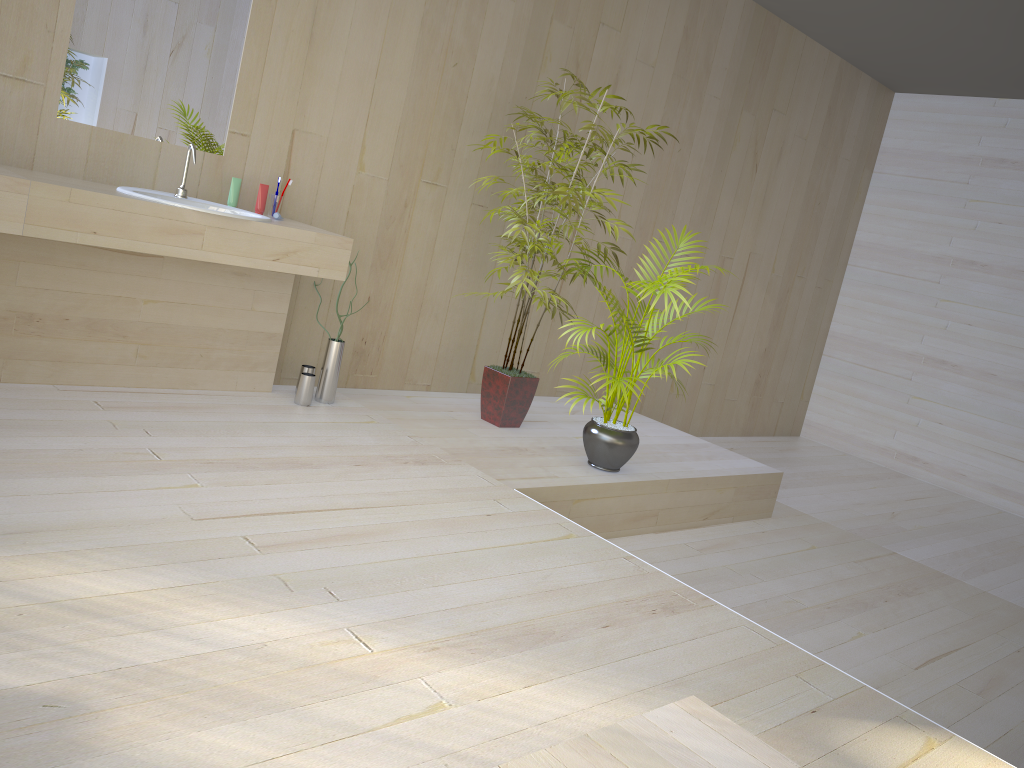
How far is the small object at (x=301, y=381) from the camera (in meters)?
3.88

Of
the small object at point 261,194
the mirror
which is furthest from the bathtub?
the mirror

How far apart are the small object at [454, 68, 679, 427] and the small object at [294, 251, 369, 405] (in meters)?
0.75

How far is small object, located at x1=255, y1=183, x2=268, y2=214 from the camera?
3.7 meters

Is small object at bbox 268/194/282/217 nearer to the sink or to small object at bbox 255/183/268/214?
small object at bbox 255/183/268/214

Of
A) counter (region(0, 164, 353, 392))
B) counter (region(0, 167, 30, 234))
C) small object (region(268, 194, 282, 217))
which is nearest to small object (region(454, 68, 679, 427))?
counter (region(0, 164, 353, 392))

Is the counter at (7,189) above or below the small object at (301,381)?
above

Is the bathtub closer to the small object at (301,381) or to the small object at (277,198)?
the small object at (301,381)

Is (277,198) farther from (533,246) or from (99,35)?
(533,246)

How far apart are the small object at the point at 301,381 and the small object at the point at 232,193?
0.7 meters
